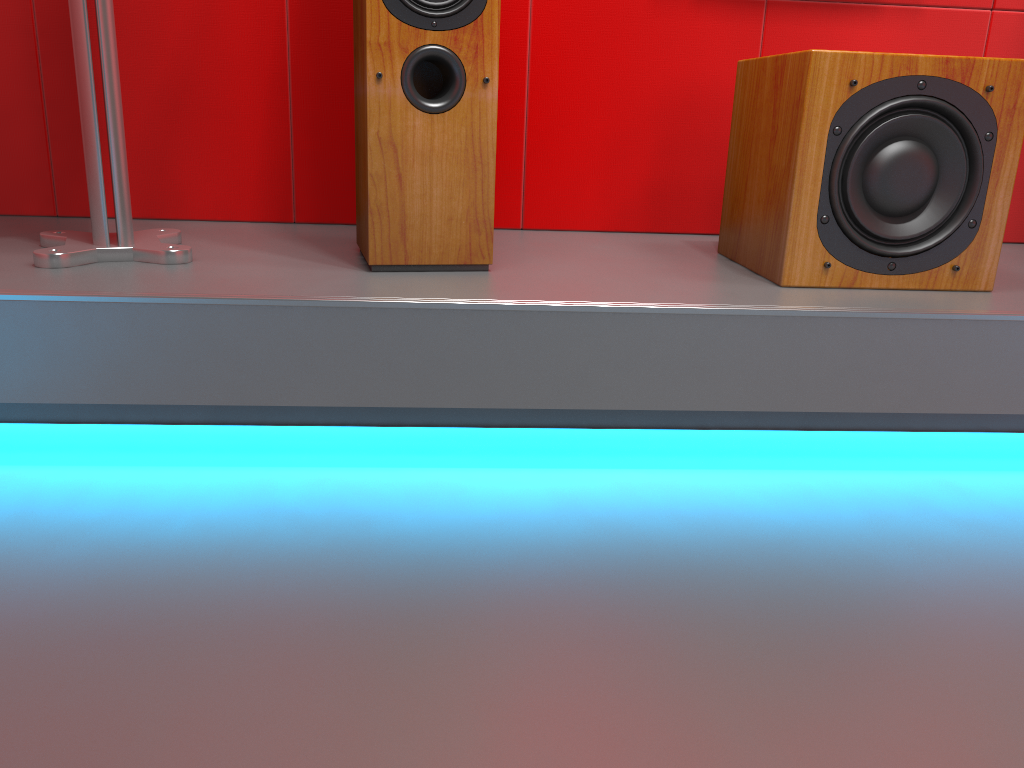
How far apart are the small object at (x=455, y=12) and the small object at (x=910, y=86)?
0.5 meters

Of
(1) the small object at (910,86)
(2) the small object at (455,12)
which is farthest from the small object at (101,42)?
(1) the small object at (910,86)

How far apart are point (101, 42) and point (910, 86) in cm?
123

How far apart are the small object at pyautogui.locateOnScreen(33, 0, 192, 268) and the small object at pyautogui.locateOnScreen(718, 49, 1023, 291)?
0.95m

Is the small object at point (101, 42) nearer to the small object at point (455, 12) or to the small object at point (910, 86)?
the small object at point (455, 12)

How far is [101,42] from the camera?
1.3 meters

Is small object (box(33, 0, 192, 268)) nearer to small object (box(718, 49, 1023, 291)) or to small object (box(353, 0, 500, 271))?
small object (box(353, 0, 500, 271))

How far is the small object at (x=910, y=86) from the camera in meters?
1.3

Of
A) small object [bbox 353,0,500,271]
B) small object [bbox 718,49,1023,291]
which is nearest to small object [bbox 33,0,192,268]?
small object [bbox 353,0,500,271]

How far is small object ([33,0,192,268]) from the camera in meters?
1.3 m
